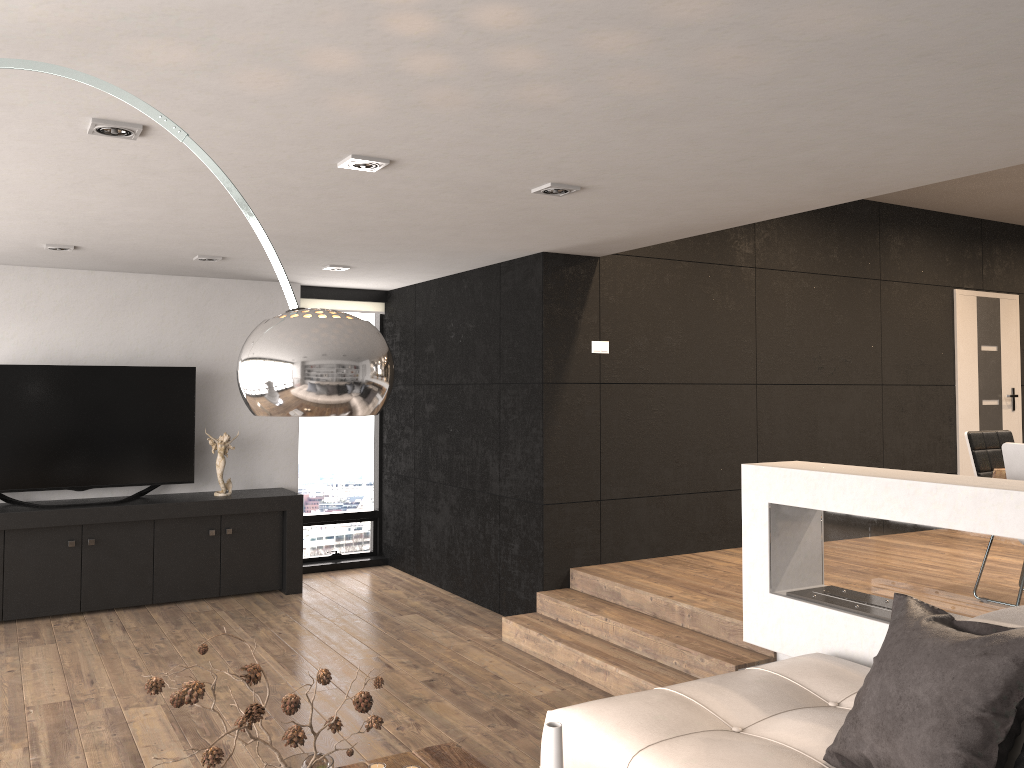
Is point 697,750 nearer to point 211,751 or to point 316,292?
point 211,751

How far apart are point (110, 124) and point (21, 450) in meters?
4.0 m

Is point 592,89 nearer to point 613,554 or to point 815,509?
point 815,509

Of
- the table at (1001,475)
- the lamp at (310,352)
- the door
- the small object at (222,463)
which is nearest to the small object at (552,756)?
the lamp at (310,352)

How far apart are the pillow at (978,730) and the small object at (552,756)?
1.0 meters

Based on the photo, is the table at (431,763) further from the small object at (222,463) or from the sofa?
the small object at (222,463)

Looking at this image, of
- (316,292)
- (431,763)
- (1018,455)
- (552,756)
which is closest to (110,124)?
(431,763)

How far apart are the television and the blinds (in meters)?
1.27

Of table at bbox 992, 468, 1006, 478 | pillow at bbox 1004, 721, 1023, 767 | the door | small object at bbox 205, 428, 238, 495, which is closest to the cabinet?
small object at bbox 205, 428, 238, 495

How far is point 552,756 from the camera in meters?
1.8 m
